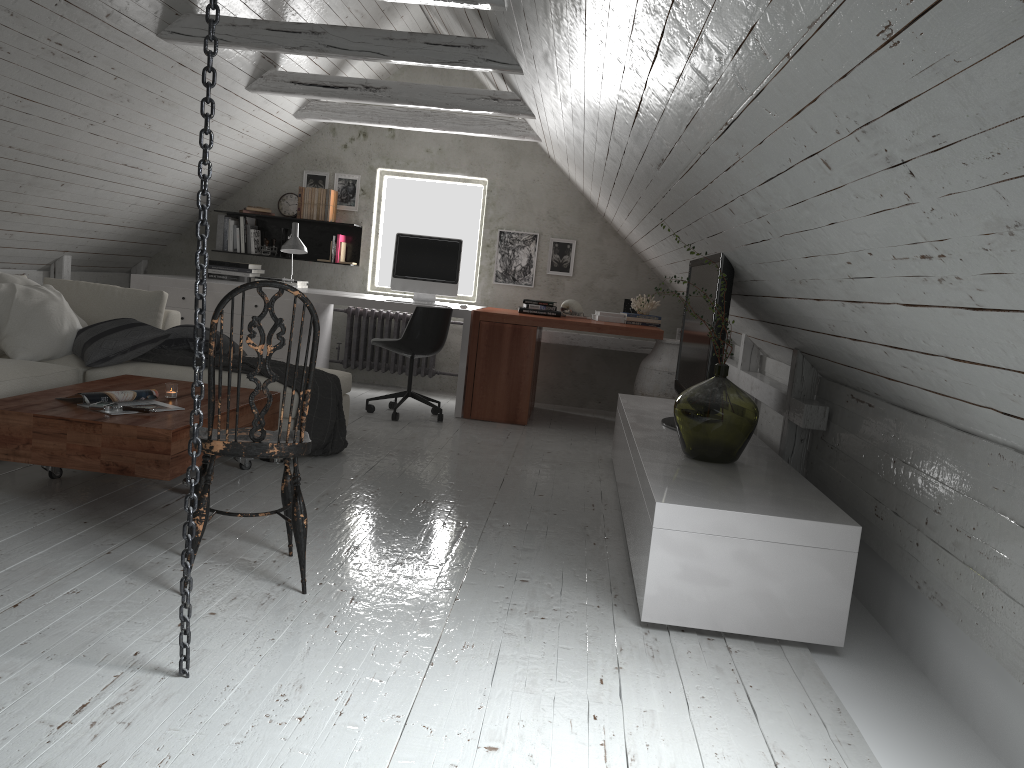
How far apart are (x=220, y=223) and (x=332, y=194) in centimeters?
93cm

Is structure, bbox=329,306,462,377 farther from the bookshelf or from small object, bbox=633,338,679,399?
small object, bbox=633,338,679,399

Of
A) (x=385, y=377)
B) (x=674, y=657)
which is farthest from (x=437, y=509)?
(x=385, y=377)

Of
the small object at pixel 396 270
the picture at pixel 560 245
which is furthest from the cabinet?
the picture at pixel 560 245

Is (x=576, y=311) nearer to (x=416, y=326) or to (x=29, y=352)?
(x=416, y=326)

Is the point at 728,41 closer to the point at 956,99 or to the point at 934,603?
the point at 956,99

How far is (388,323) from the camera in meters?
7.2

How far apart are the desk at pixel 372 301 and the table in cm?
211

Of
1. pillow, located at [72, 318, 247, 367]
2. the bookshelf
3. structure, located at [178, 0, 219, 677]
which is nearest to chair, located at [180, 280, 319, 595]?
structure, located at [178, 0, 219, 677]

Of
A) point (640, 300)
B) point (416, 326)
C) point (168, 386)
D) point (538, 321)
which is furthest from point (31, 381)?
point (640, 300)
